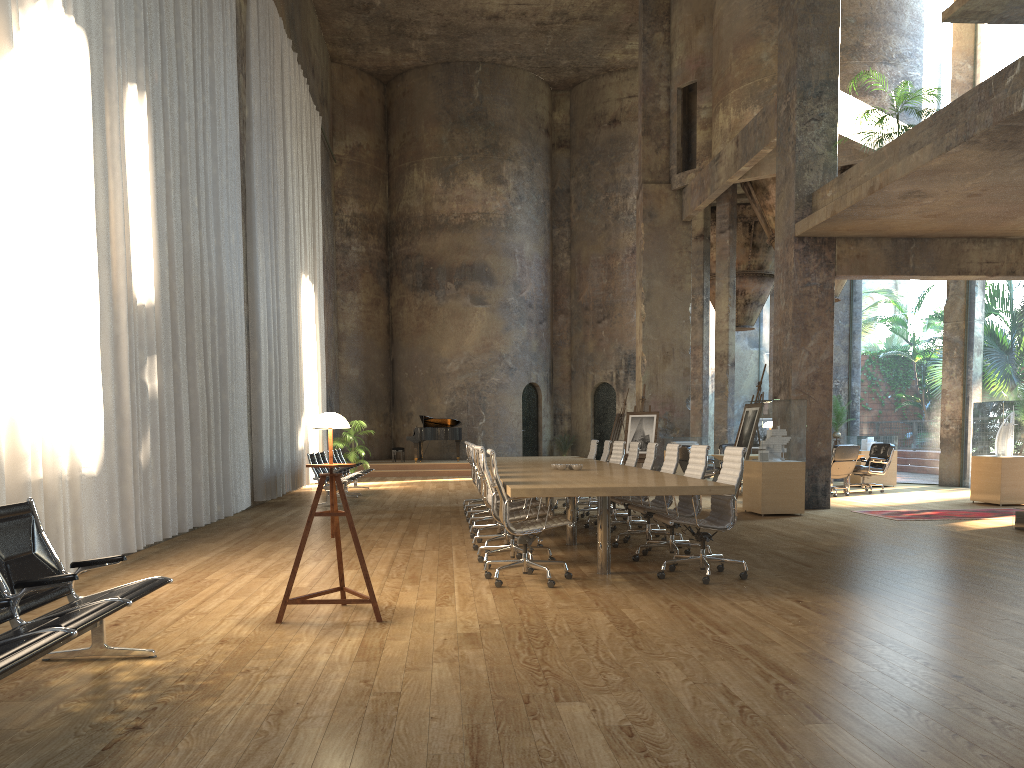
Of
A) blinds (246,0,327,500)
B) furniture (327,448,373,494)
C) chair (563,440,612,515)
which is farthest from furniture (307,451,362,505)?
chair (563,440,612,515)

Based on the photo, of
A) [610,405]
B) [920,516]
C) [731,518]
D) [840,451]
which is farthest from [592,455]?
[610,405]

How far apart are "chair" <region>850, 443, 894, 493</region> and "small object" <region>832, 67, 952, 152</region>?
6.05m

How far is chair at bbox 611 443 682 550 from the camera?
8.5 meters

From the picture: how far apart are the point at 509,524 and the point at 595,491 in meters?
0.7

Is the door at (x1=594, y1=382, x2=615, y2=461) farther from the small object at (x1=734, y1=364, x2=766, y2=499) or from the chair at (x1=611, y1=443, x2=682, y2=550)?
the chair at (x1=611, y1=443, x2=682, y2=550)

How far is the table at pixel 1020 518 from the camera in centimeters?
981cm

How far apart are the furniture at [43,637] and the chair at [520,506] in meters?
4.1 m

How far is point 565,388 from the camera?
27.9 meters

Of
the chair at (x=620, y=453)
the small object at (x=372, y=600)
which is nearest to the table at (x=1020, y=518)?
the chair at (x=620, y=453)
